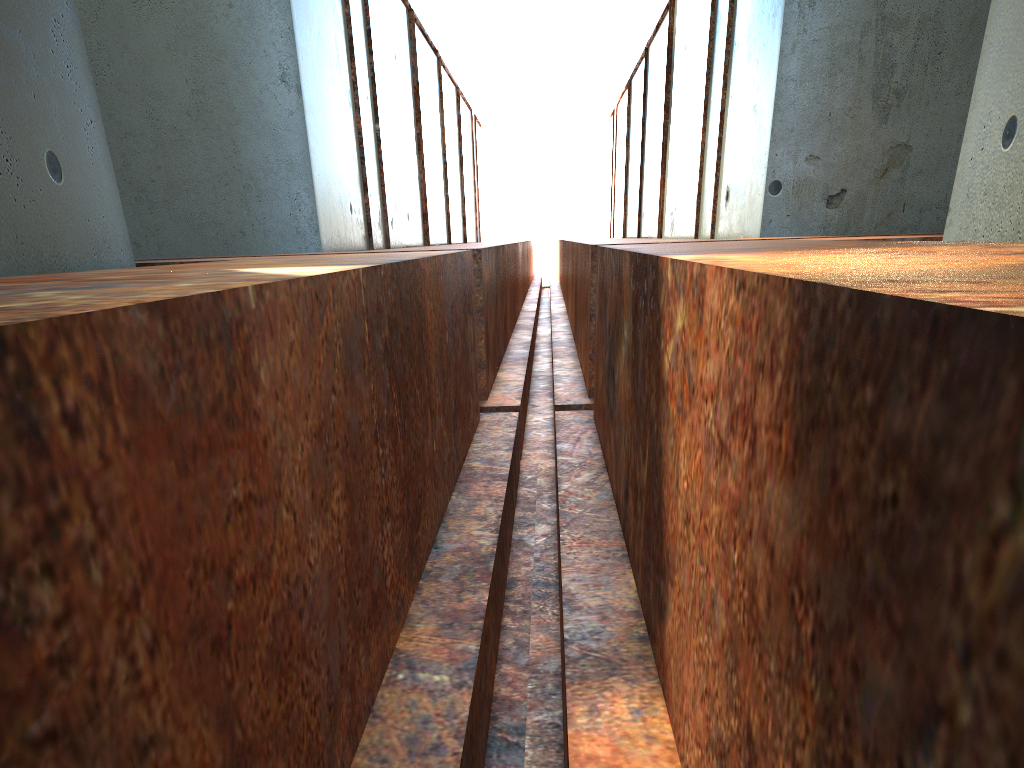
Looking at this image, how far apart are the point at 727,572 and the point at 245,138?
9.02m
